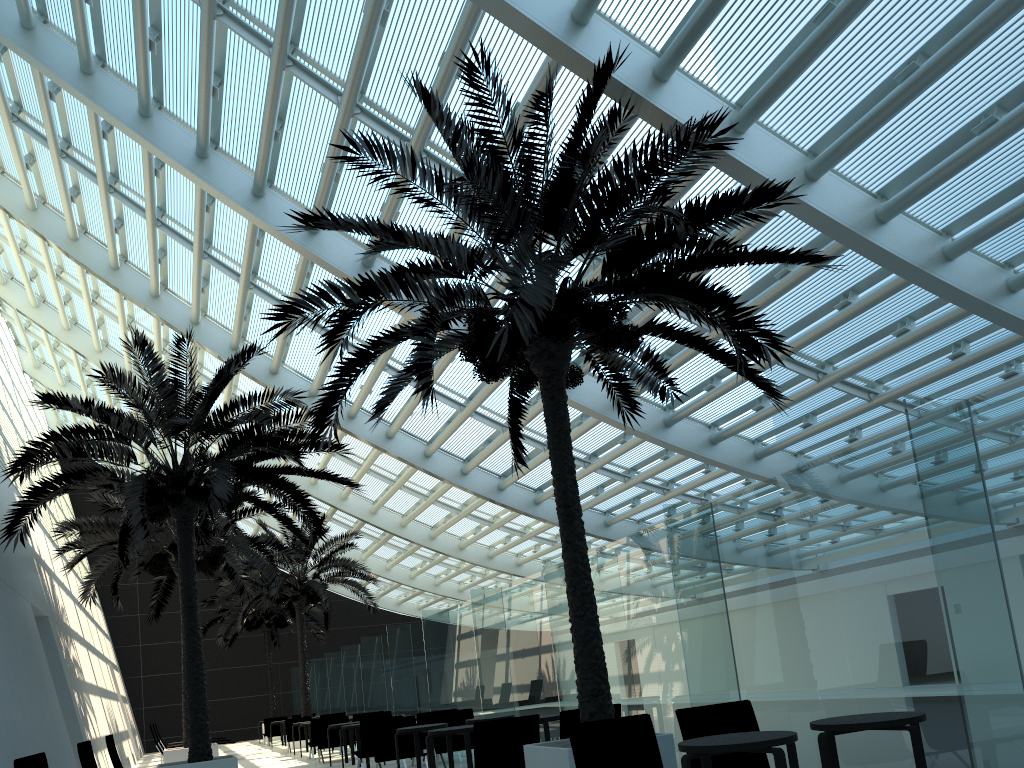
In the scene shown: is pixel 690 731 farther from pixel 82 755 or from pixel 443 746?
pixel 443 746

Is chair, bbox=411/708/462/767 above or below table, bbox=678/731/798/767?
above

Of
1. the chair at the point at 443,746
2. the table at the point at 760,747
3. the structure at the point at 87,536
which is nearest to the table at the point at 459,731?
the chair at the point at 443,746

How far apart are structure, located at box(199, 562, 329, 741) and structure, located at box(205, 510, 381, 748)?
4.0 meters

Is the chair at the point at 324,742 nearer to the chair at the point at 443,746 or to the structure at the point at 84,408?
the structure at the point at 84,408

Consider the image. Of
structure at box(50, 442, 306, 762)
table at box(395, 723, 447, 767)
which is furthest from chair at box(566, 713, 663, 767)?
structure at box(50, 442, 306, 762)

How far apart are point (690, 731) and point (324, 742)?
12.9m

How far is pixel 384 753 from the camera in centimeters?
1235cm

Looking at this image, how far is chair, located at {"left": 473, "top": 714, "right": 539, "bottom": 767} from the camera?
8.18m

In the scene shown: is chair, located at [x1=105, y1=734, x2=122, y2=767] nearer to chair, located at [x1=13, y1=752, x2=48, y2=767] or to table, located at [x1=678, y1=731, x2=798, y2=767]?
chair, located at [x1=13, y1=752, x2=48, y2=767]
